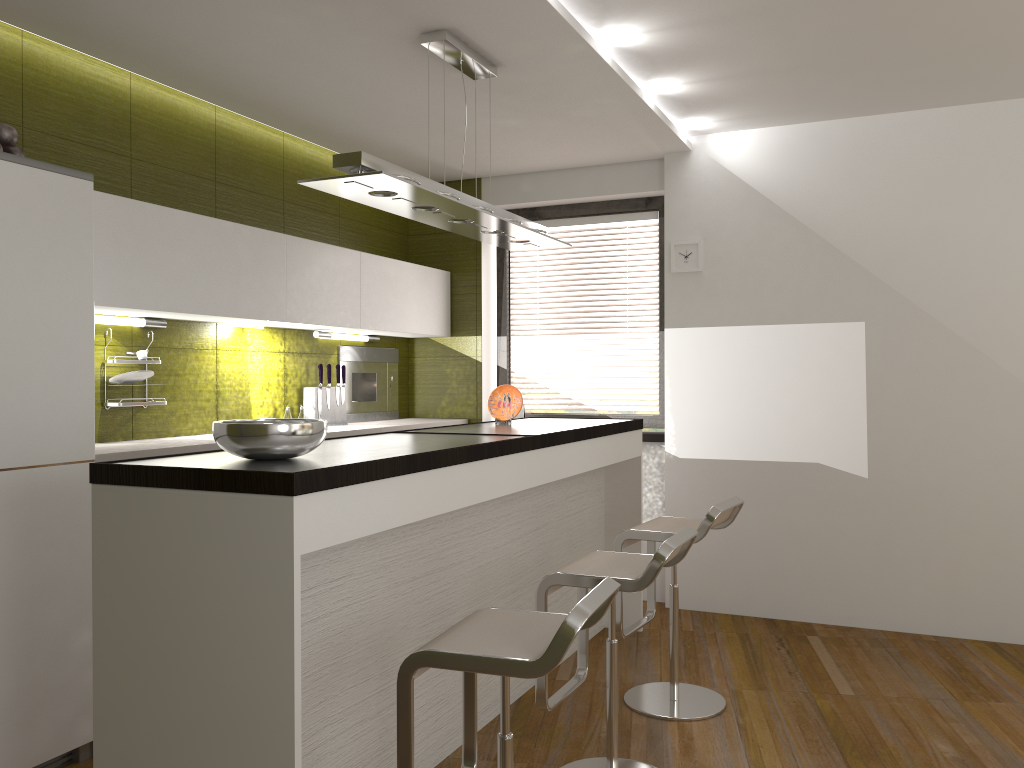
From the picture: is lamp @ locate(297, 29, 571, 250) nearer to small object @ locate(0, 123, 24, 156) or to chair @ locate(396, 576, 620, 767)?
small object @ locate(0, 123, 24, 156)

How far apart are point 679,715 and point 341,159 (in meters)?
2.47

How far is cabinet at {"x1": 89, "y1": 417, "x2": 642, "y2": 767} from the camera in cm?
211

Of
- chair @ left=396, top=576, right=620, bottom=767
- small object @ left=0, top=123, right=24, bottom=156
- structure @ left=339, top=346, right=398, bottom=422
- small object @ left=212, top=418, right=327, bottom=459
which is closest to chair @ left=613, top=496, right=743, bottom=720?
chair @ left=396, top=576, right=620, bottom=767

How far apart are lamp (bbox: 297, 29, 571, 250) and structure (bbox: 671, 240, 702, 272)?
1.21m

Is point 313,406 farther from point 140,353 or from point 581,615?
point 581,615

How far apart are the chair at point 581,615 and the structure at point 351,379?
3.17m

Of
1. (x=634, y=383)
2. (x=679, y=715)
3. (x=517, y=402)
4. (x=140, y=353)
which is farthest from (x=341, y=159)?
(x=634, y=383)

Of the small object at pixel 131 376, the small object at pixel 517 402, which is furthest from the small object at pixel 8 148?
the small object at pixel 517 402

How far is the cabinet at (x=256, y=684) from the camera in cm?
211
